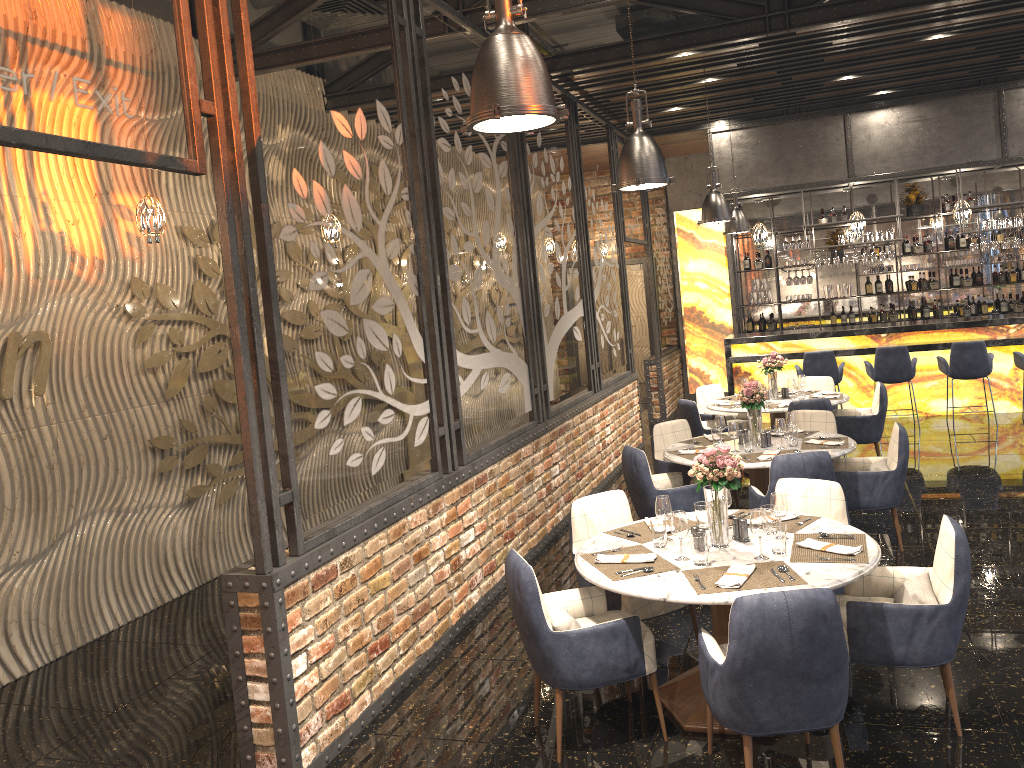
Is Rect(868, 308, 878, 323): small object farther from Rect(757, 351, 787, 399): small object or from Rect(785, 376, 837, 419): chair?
Rect(757, 351, 787, 399): small object

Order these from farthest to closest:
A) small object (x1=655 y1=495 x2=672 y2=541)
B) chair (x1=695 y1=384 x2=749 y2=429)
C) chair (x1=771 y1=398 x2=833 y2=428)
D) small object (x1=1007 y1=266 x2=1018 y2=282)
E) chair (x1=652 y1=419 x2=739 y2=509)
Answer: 1. small object (x1=1007 y1=266 x2=1018 y2=282)
2. chair (x1=695 y1=384 x2=749 y2=429)
3. chair (x1=771 y1=398 x2=833 y2=428)
4. chair (x1=652 y1=419 x2=739 y2=509)
5. small object (x1=655 y1=495 x2=672 y2=541)

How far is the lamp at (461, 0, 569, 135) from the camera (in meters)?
2.76

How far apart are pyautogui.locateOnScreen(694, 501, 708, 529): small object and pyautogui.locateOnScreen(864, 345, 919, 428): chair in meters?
7.0

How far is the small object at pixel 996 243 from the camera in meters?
11.0 m

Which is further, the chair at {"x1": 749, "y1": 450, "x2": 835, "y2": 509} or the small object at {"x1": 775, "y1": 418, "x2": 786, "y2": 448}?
the small object at {"x1": 775, "y1": 418, "x2": 786, "y2": 448}

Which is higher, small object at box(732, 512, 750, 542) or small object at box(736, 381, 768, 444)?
small object at box(736, 381, 768, 444)

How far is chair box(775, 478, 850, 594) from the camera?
4.76m

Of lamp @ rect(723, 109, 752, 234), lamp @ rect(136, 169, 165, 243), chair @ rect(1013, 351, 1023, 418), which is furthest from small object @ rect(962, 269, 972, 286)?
lamp @ rect(136, 169, 165, 243)

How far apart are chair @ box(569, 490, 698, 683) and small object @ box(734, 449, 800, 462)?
1.39m
